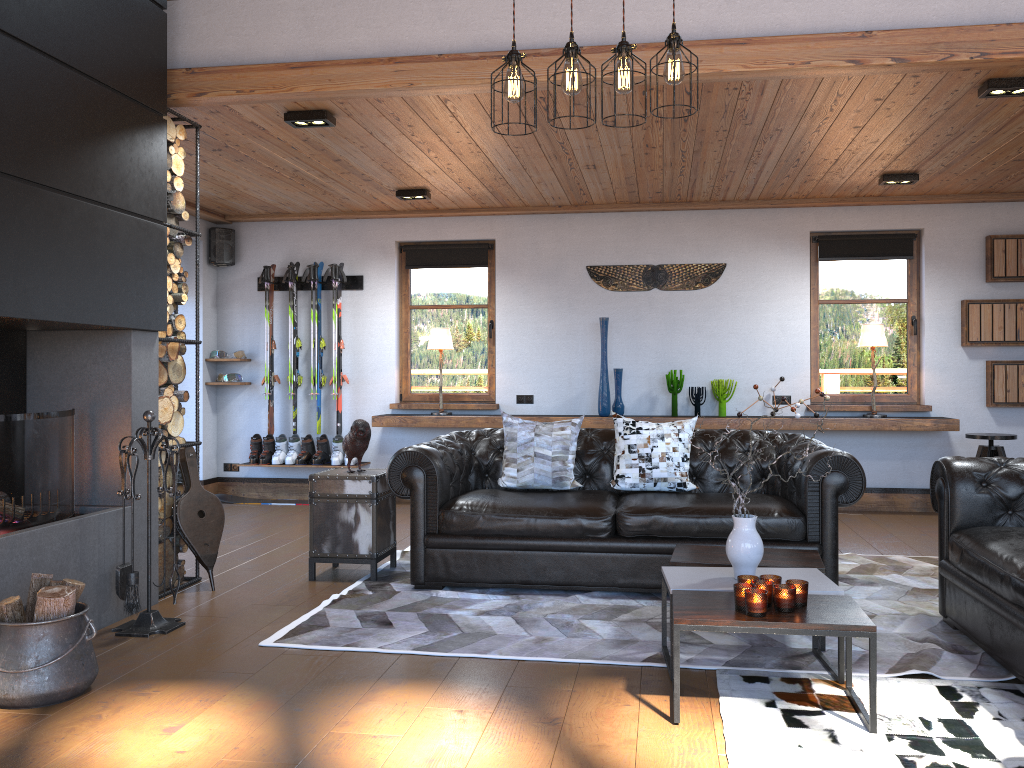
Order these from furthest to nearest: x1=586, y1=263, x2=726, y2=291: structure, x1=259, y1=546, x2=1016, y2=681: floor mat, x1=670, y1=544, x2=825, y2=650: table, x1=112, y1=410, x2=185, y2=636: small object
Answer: x1=586, y1=263, x2=726, y2=291: structure
x1=112, y1=410, x2=185, y2=636: small object
x1=670, y1=544, x2=825, y2=650: table
x1=259, y1=546, x2=1016, y2=681: floor mat

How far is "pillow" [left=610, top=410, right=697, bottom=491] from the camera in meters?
5.1 m

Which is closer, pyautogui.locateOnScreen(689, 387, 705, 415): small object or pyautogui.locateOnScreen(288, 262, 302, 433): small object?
pyautogui.locateOnScreen(689, 387, 705, 415): small object

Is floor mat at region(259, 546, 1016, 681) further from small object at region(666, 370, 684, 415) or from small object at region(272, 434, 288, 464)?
small object at region(272, 434, 288, 464)

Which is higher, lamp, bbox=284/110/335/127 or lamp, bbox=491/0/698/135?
lamp, bbox=284/110/335/127

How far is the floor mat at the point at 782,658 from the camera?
3.63m

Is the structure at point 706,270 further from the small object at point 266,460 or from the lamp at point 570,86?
the lamp at point 570,86

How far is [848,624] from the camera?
2.9 meters

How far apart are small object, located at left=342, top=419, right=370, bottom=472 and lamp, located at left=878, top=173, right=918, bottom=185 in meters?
4.3

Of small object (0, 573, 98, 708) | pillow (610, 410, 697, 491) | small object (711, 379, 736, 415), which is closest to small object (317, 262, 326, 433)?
small object (711, 379, 736, 415)
